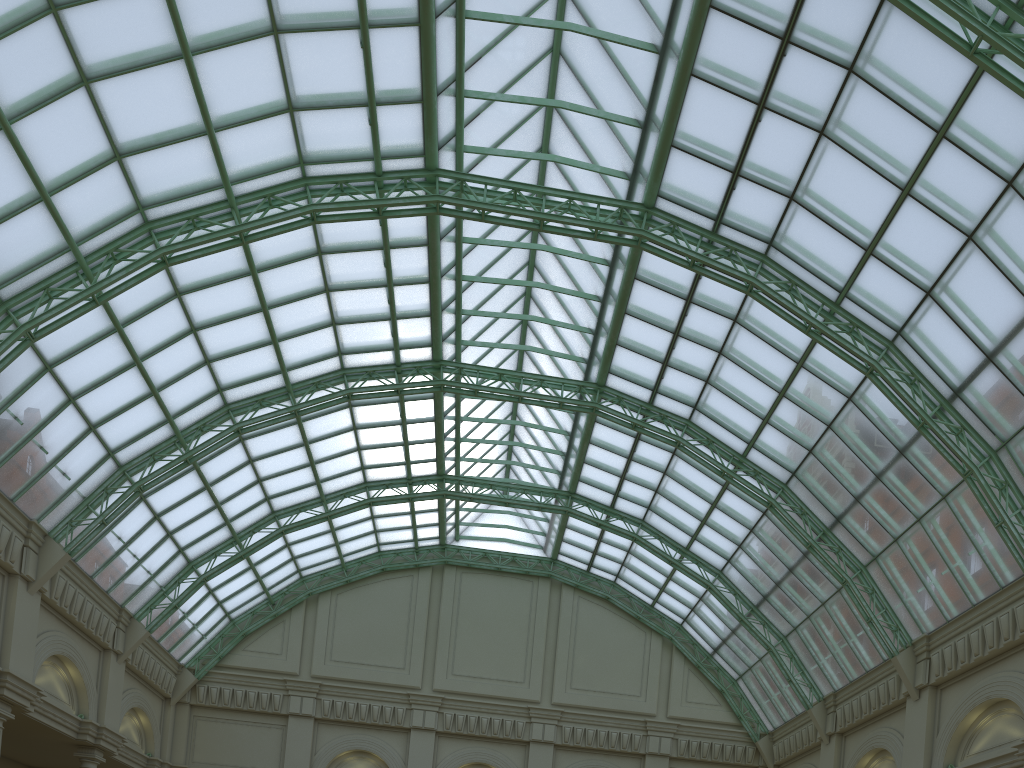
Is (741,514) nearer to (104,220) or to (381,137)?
(381,137)
